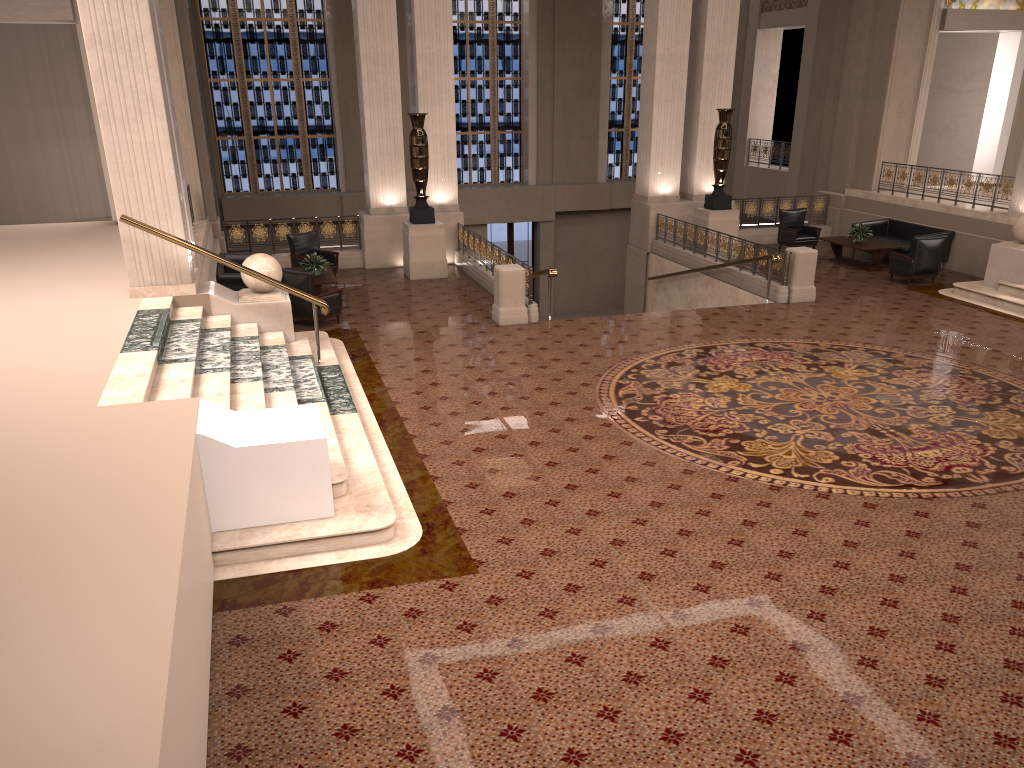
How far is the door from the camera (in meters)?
25.35

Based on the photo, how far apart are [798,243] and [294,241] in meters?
10.3 m

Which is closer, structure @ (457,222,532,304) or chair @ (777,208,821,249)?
structure @ (457,222,532,304)

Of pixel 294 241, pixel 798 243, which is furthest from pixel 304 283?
pixel 798 243

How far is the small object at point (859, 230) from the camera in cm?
1706

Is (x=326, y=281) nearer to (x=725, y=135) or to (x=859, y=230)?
(x=725, y=135)

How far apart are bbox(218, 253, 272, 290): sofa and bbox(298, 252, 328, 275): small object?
1.2 meters

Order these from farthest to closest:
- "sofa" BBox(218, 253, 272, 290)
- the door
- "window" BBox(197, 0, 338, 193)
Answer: the door
"window" BBox(197, 0, 338, 193)
"sofa" BBox(218, 253, 272, 290)

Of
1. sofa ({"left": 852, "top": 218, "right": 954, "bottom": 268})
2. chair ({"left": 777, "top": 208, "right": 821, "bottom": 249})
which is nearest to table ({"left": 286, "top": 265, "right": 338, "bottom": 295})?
chair ({"left": 777, "top": 208, "right": 821, "bottom": 249})

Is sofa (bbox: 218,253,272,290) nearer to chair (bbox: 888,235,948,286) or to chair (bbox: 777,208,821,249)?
chair (bbox: 777,208,821,249)
